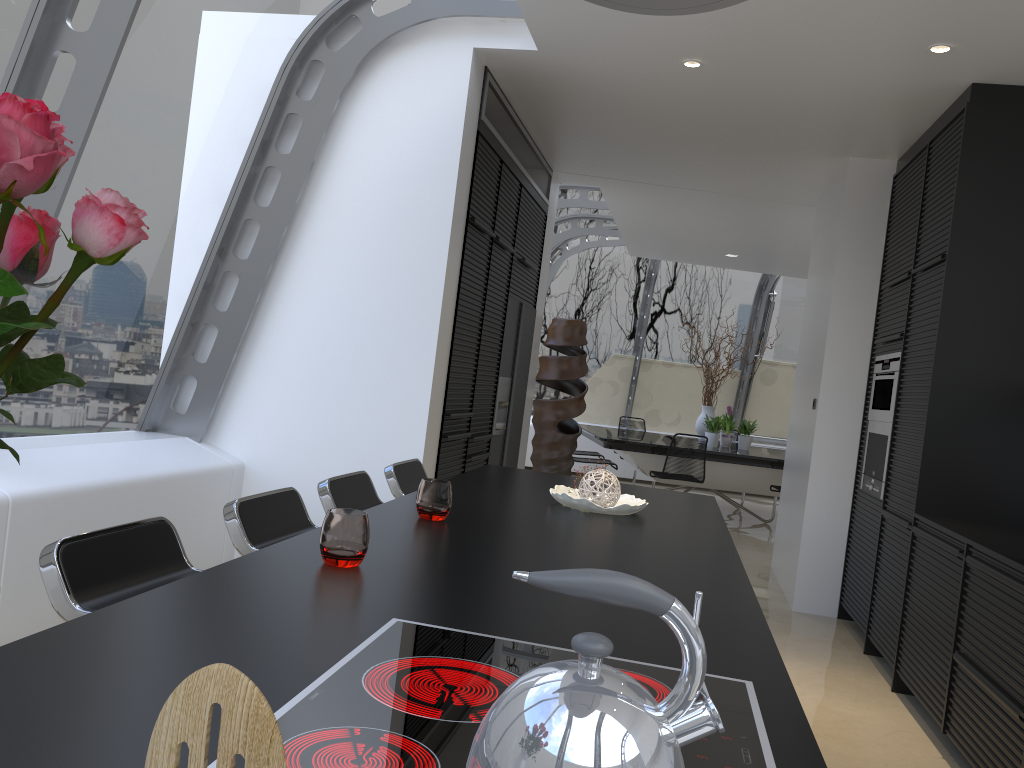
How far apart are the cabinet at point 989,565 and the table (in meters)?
3.37

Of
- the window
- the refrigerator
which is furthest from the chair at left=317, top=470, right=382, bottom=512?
the refrigerator

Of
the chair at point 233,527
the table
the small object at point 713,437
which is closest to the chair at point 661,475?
the table

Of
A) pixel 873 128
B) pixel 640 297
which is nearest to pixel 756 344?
pixel 640 297

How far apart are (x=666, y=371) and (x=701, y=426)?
2.5m

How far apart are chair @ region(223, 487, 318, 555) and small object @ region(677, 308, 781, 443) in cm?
788

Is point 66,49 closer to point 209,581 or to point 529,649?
point 209,581

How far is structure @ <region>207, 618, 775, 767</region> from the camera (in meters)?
0.94

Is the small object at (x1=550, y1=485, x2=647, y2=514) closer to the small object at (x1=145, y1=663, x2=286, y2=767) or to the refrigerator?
the small object at (x1=145, y1=663, x2=286, y2=767)

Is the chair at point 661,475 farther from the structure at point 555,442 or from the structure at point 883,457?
the structure at point 883,457
